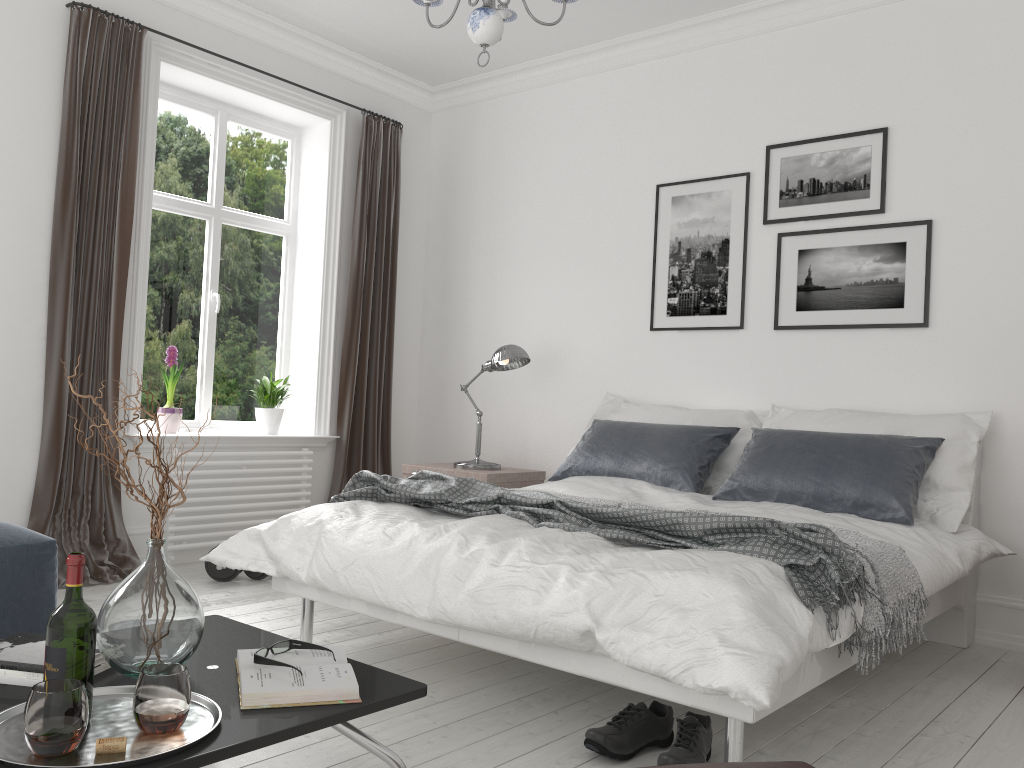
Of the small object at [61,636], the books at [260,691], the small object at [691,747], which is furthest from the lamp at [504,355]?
the small object at [61,636]

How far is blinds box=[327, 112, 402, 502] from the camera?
5.4m

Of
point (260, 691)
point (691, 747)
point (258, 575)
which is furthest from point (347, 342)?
point (260, 691)

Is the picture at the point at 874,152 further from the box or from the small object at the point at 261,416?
the small object at the point at 261,416

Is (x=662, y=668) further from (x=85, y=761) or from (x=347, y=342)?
(x=347, y=342)

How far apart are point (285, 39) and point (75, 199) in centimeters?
165cm

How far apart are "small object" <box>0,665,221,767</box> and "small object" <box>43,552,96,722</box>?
0.1 meters

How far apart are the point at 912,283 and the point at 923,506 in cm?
108

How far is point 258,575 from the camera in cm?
433

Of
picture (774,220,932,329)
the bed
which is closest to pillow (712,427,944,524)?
the bed
